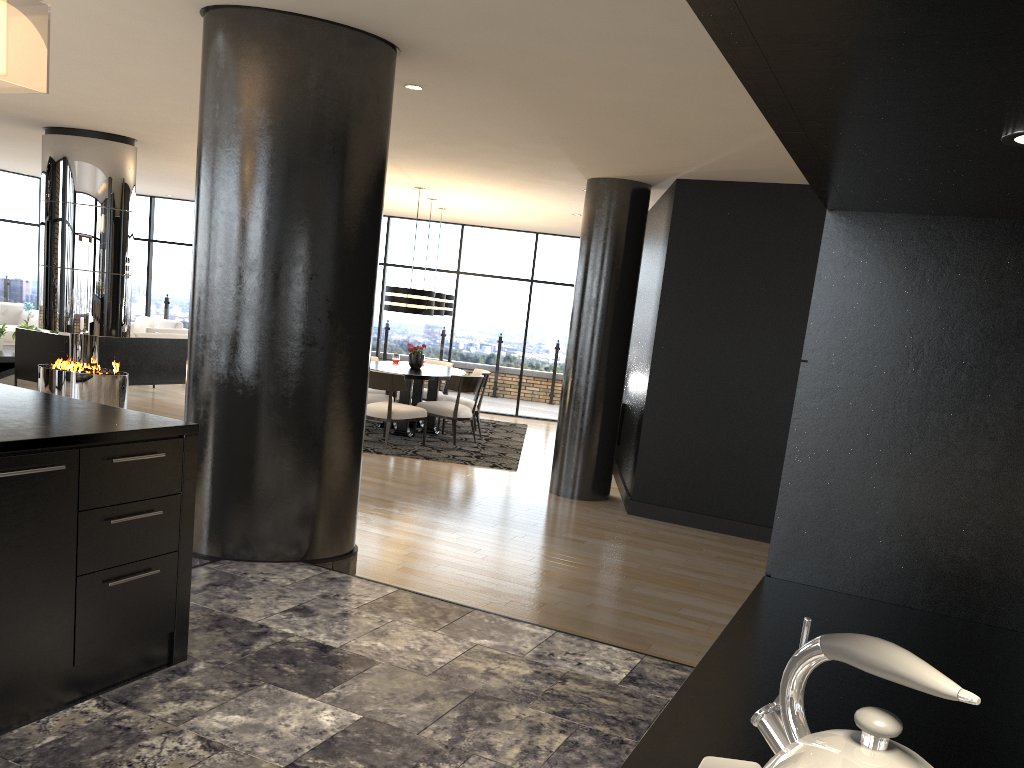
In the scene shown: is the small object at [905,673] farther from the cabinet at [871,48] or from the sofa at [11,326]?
the sofa at [11,326]

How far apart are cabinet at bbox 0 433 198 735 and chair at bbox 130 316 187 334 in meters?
10.6

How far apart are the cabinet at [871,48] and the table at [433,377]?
7.77m

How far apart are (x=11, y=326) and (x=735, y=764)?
14.0 meters

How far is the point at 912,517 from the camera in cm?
186

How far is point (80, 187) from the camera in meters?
8.2 m

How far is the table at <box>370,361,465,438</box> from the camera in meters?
9.7 m

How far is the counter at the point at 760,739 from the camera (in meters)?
1.16

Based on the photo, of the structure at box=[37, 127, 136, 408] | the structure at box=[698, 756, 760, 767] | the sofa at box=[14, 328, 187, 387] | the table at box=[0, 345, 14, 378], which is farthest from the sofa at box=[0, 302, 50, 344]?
the structure at box=[698, 756, 760, 767]

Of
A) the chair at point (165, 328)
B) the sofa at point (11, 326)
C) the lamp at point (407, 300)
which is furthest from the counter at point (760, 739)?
the sofa at point (11, 326)
